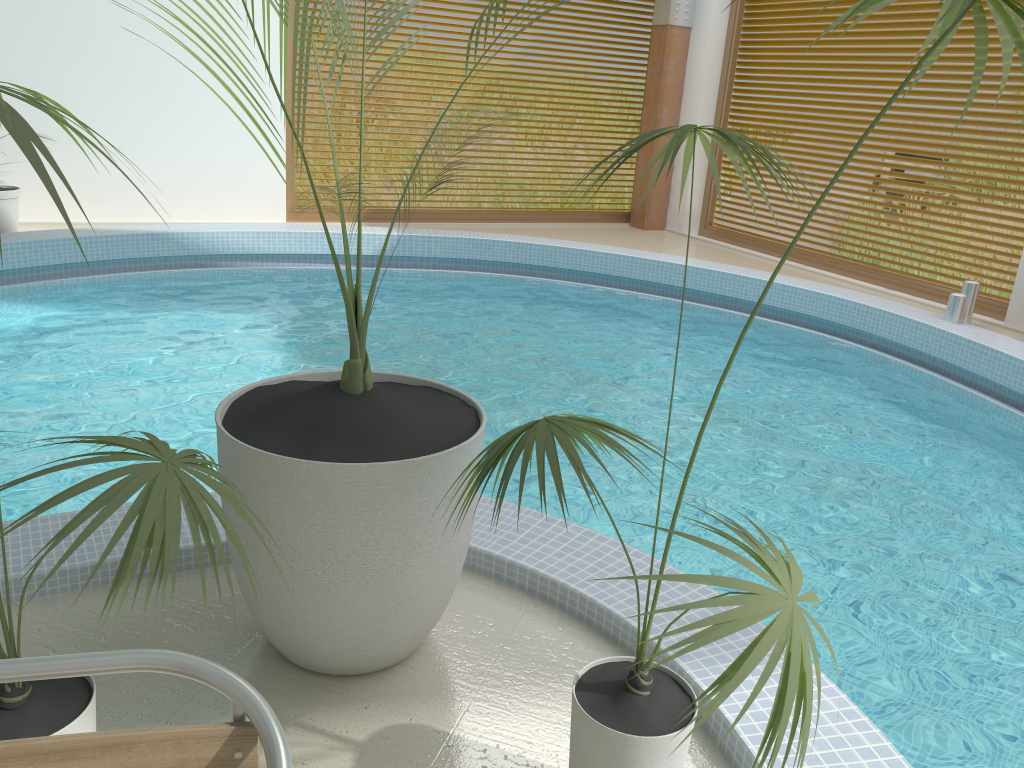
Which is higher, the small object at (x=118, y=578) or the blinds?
the blinds

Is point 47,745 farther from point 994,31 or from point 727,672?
point 994,31

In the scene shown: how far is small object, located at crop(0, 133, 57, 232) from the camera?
7.01m

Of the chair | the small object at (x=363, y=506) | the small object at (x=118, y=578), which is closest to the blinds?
the small object at (x=363, y=506)

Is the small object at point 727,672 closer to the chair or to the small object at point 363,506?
the small object at point 363,506

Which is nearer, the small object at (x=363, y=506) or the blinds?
the small object at (x=363, y=506)

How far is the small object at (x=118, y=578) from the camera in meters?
1.3 m

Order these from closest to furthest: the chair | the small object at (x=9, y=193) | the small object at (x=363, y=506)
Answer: the chair → the small object at (x=363, y=506) → the small object at (x=9, y=193)

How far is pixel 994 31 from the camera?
7.0m

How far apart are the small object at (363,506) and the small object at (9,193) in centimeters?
585cm
